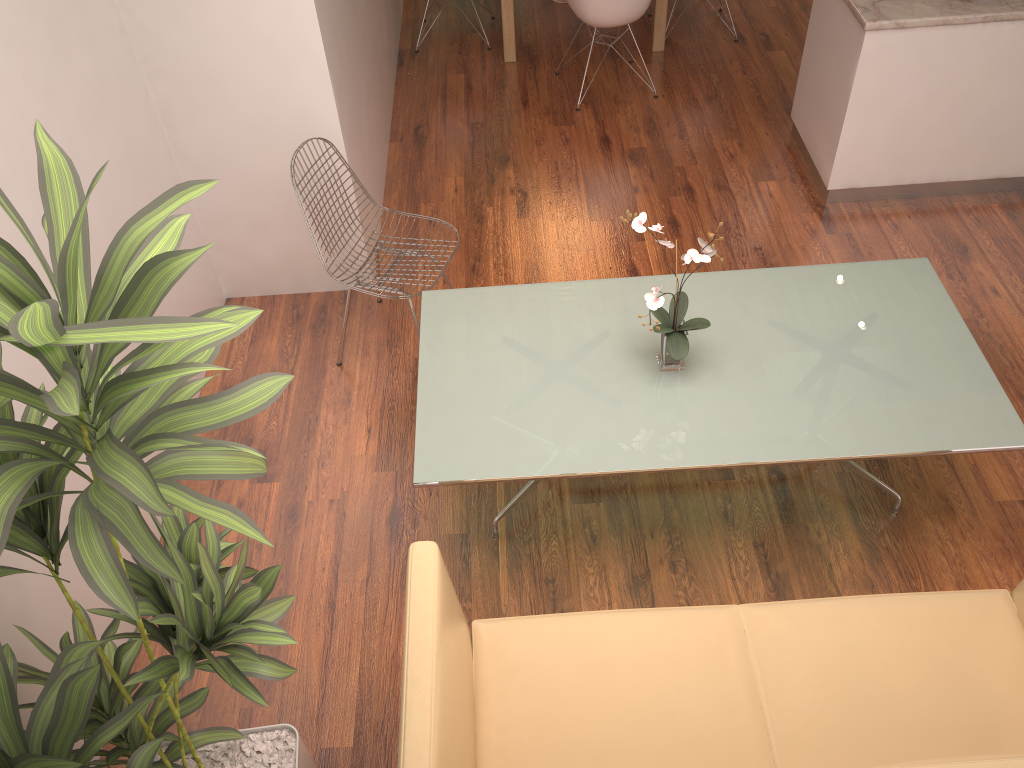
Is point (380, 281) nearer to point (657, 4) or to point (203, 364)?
point (203, 364)

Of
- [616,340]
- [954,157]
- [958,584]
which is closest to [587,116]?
[954,157]

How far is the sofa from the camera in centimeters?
211cm

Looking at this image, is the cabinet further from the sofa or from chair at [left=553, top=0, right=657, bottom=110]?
the sofa

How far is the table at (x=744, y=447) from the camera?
2.69m

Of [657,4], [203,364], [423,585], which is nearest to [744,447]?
[423,585]

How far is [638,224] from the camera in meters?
2.7 m

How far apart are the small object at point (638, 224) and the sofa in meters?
0.8

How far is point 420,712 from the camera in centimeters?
187cm

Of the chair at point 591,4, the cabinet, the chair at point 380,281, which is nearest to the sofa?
the chair at point 380,281
